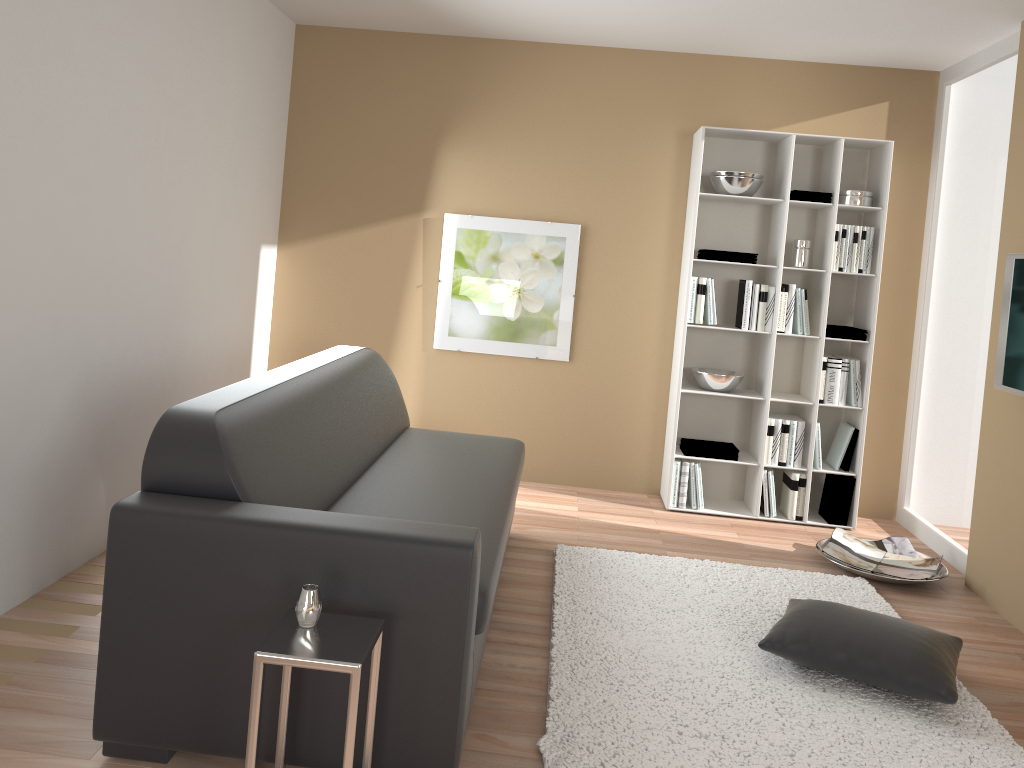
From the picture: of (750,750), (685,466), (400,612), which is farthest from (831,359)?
(400,612)

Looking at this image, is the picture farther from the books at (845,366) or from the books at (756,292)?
the books at (845,366)

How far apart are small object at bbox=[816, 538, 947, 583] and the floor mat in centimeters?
7cm

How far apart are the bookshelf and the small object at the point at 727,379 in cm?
4

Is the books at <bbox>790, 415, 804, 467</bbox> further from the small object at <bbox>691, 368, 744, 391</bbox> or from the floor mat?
the floor mat

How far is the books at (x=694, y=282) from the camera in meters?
4.9 m

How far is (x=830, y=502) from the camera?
5.0 meters

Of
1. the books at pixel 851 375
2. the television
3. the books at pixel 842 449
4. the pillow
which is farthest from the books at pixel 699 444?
the pillow

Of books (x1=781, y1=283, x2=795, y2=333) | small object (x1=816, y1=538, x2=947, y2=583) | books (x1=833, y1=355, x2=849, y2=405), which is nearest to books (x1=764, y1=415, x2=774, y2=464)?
books (x1=833, y1=355, x2=849, y2=405)

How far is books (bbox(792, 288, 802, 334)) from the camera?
4.9 meters
